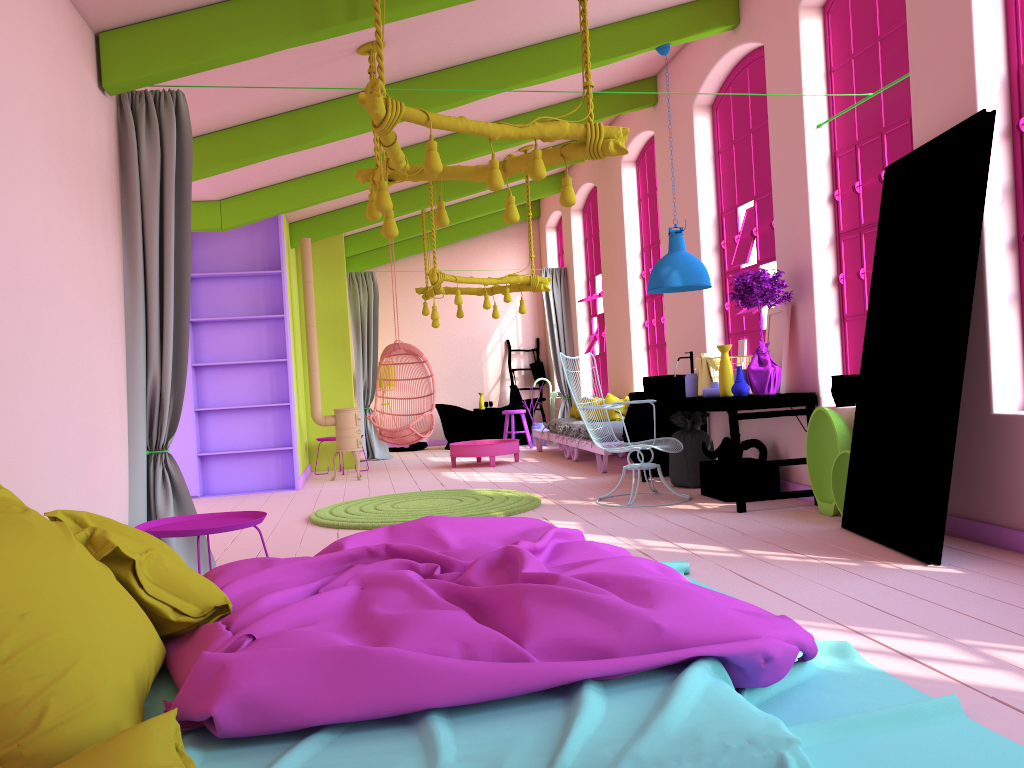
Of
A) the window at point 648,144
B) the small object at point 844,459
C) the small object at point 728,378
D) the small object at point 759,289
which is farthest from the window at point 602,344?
the small object at point 844,459

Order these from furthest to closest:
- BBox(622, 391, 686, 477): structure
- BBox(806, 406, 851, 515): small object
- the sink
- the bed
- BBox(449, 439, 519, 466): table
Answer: BBox(449, 439, 519, 466): table, BBox(622, 391, 686, 477): structure, the sink, BBox(806, 406, 851, 515): small object, the bed

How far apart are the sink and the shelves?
3.8 meters

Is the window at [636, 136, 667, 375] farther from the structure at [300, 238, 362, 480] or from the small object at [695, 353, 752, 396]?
the structure at [300, 238, 362, 480]

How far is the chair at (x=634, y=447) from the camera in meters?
6.9

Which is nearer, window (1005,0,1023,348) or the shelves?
window (1005,0,1023,348)

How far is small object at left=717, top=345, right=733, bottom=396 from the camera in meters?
6.5 m

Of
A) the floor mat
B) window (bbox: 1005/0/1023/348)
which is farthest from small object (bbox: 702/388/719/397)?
window (bbox: 1005/0/1023/348)

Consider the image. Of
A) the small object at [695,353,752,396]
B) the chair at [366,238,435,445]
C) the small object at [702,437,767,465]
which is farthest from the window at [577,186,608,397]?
the small object at [702,437,767,465]

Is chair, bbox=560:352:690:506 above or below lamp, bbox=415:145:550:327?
below
